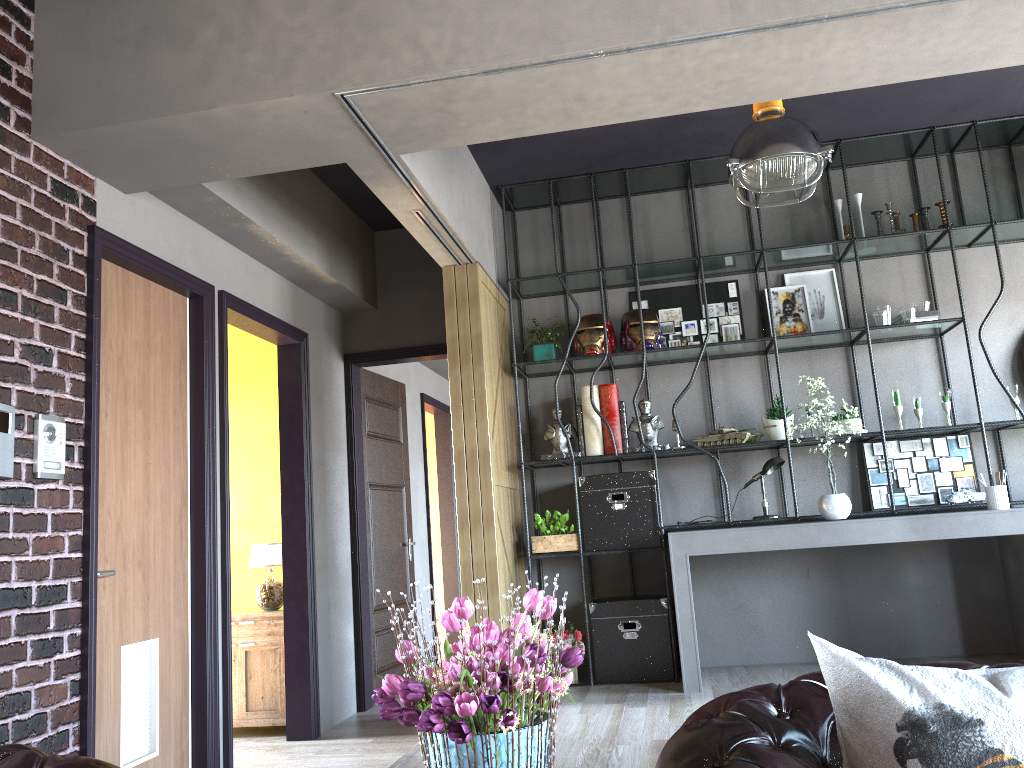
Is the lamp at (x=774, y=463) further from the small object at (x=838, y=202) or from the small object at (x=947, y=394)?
the small object at (x=838, y=202)

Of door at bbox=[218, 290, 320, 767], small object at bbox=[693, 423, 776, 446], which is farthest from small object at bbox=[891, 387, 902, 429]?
door at bbox=[218, 290, 320, 767]

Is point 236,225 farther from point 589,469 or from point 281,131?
point 589,469

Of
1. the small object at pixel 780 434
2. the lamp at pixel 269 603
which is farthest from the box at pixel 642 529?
the lamp at pixel 269 603

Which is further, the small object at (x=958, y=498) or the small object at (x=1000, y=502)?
the small object at (x=958, y=498)

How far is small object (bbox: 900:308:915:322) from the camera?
5.5m

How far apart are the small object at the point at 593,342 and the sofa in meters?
4.0 m

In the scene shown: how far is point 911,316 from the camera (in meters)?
5.45

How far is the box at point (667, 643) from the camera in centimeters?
542cm

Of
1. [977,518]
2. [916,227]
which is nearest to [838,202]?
[916,227]
